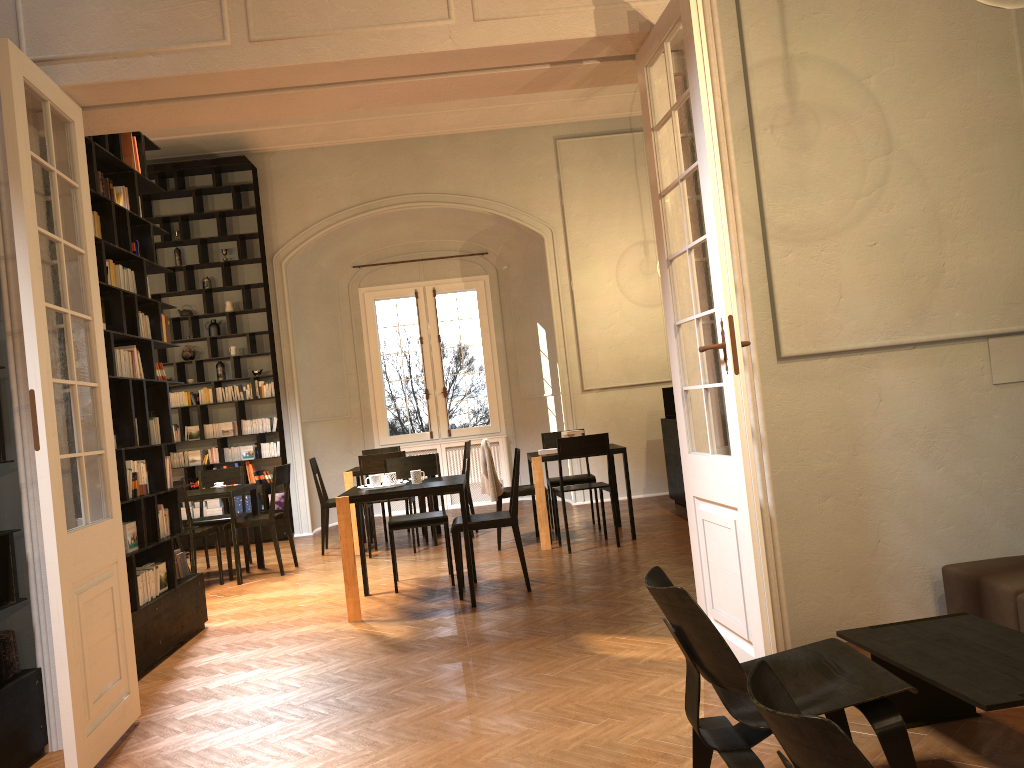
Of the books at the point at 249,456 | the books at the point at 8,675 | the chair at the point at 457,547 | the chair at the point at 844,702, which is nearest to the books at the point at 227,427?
the books at the point at 249,456

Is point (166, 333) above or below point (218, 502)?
above

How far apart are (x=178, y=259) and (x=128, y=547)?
7.0 meters

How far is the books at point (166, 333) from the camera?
6.7 meters

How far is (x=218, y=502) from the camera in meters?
11.5

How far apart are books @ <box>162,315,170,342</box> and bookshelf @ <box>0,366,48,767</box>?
2.8m

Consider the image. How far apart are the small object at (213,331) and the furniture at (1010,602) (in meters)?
9.47

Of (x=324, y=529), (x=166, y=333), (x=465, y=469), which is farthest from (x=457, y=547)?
(x=324, y=529)

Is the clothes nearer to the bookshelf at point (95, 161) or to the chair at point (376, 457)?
the chair at point (376, 457)

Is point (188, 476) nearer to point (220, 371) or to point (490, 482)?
point (220, 371)
